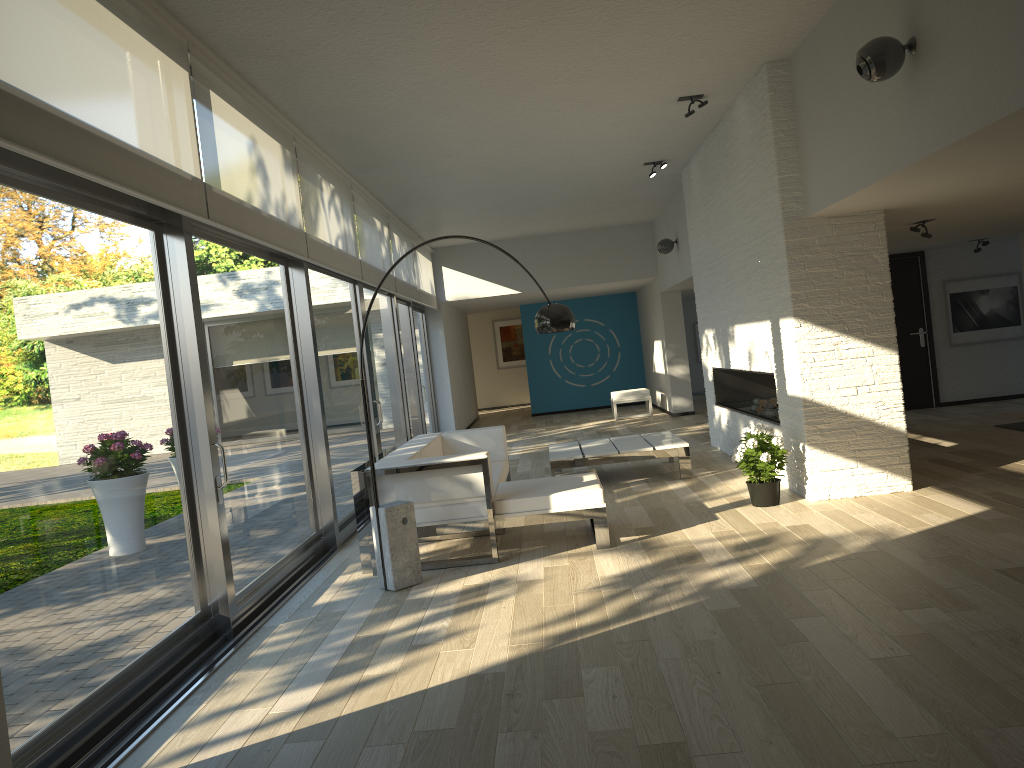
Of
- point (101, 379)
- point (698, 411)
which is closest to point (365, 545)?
point (101, 379)

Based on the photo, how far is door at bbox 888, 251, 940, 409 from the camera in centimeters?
1101cm

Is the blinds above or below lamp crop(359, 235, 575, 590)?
above

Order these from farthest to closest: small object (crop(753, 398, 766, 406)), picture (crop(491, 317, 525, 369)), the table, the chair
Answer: picture (crop(491, 317, 525, 369)) → the chair → small object (crop(753, 398, 766, 406)) → the table

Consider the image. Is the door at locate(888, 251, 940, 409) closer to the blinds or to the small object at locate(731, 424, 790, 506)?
the small object at locate(731, 424, 790, 506)

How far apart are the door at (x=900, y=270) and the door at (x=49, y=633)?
6.1m

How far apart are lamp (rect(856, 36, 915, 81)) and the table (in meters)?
4.06

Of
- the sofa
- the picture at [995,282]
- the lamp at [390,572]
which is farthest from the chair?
the lamp at [390,572]

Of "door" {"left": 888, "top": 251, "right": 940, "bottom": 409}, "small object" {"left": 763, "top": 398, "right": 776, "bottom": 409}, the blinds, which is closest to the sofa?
the blinds

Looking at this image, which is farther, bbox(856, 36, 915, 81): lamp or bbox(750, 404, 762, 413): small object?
bbox(750, 404, 762, 413): small object
